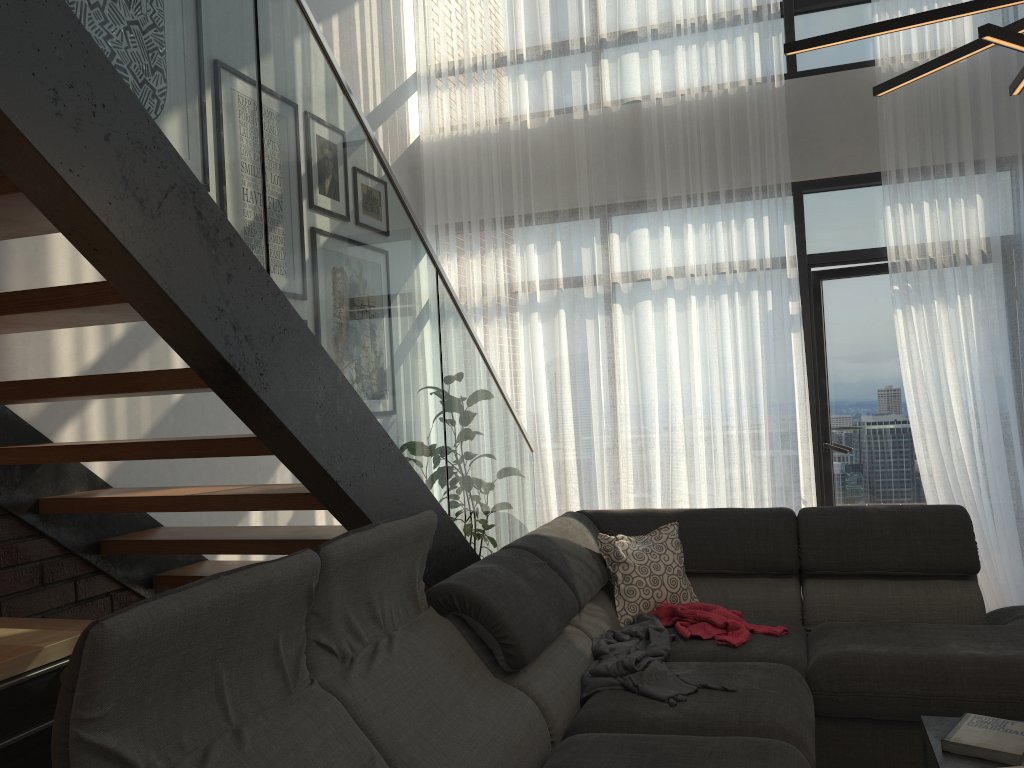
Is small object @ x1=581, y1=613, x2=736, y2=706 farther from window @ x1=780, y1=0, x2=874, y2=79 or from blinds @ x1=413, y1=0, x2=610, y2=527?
window @ x1=780, y1=0, x2=874, y2=79

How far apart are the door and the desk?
4.3 meters

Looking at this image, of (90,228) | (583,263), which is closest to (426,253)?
(90,228)

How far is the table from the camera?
2.1m

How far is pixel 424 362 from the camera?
3.0m

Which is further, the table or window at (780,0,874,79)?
window at (780,0,874,79)

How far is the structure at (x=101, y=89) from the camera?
1.6 meters

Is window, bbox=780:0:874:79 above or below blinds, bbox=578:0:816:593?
above

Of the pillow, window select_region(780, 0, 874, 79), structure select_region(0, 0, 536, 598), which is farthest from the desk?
window select_region(780, 0, 874, 79)

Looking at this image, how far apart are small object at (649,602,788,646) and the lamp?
1.77m
